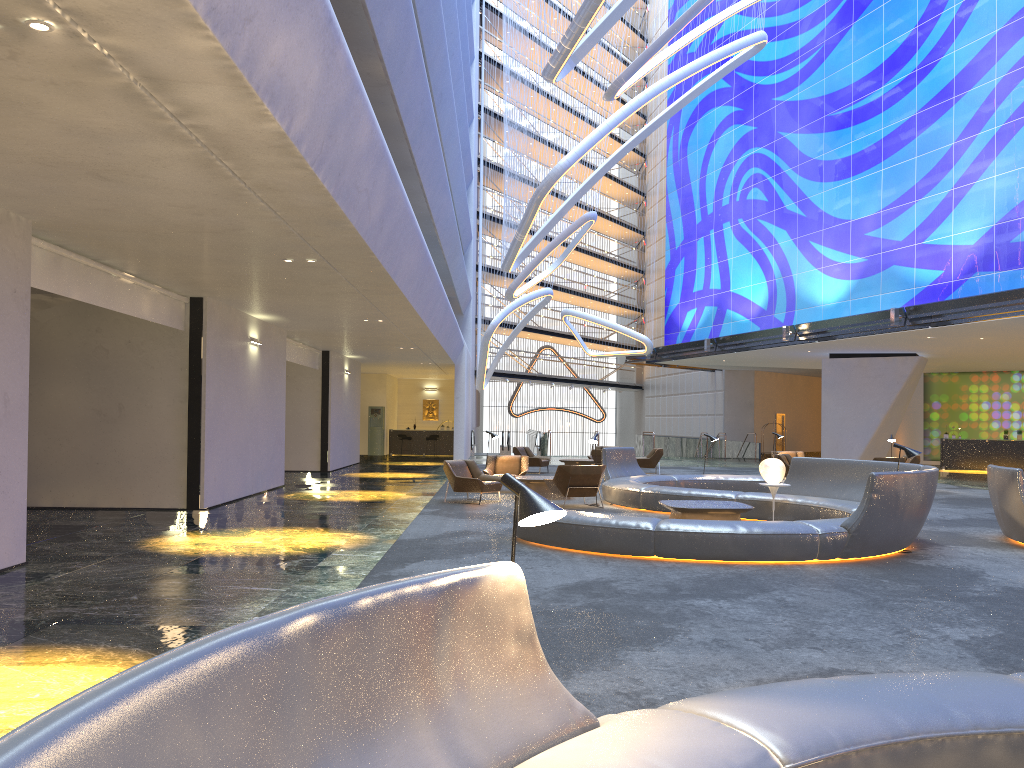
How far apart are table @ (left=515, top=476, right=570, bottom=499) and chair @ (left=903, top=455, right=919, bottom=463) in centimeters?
1079cm

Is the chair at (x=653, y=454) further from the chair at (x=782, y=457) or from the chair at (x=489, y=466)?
the chair at (x=489, y=466)

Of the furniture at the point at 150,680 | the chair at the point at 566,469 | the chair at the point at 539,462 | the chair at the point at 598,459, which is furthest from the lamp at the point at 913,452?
the chair at the point at 539,462

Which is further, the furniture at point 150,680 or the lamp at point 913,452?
the lamp at point 913,452

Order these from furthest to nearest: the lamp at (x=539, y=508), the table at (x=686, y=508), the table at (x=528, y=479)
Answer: the table at (x=528, y=479), the table at (x=686, y=508), the lamp at (x=539, y=508)

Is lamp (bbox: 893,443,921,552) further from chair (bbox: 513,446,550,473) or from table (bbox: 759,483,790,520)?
chair (bbox: 513,446,550,473)

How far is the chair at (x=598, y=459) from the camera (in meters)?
24.03

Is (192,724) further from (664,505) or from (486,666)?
(664,505)

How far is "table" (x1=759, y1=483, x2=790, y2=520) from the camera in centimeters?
1307cm

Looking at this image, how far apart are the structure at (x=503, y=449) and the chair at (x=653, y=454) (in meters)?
12.50
